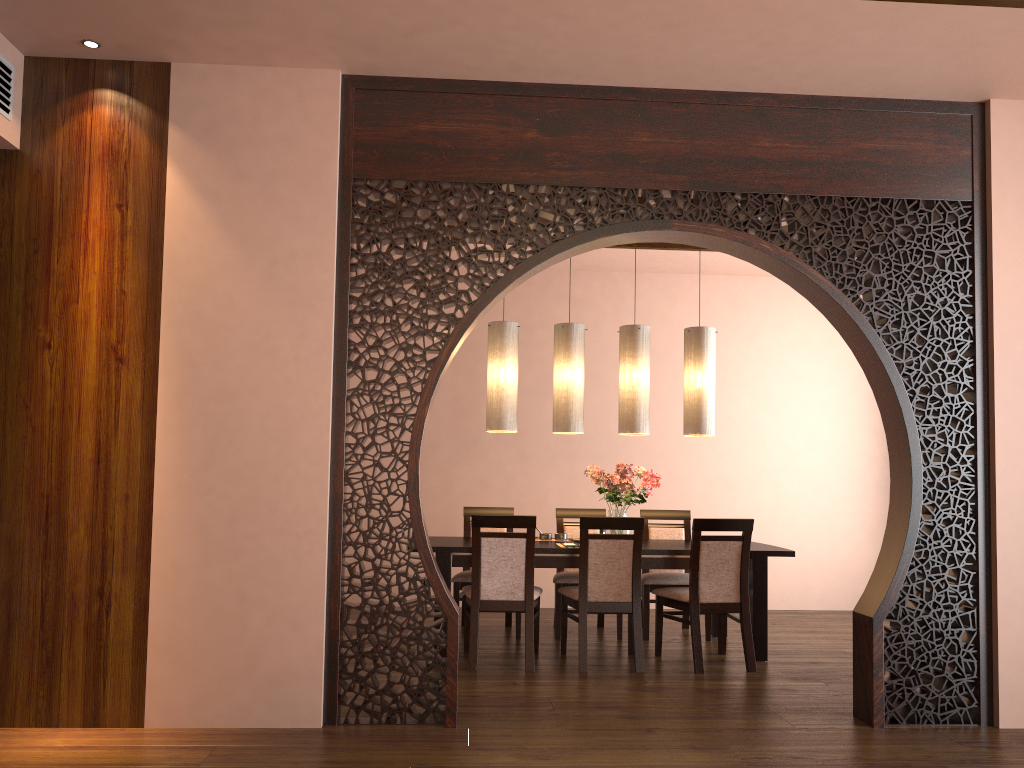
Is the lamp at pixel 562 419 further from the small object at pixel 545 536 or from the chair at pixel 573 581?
the chair at pixel 573 581

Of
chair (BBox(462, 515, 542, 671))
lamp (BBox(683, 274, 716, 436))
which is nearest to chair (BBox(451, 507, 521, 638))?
chair (BBox(462, 515, 542, 671))

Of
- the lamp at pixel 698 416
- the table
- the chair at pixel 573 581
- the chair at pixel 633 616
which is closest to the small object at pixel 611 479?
the table

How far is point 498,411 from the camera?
5.6m

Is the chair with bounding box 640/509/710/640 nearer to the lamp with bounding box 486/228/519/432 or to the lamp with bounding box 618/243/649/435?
the lamp with bounding box 618/243/649/435

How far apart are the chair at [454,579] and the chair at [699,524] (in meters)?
1.26

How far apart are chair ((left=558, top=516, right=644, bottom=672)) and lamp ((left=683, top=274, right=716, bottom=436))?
0.96m

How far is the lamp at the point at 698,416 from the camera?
5.6m

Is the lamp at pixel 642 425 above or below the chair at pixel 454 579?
above

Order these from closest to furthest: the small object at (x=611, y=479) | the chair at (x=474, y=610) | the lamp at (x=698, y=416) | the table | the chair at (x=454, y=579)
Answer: the chair at (x=474, y=610) → the table → the small object at (x=611, y=479) → the lamp at (x=698, y=416) → the chair at (x=454, y=579)
